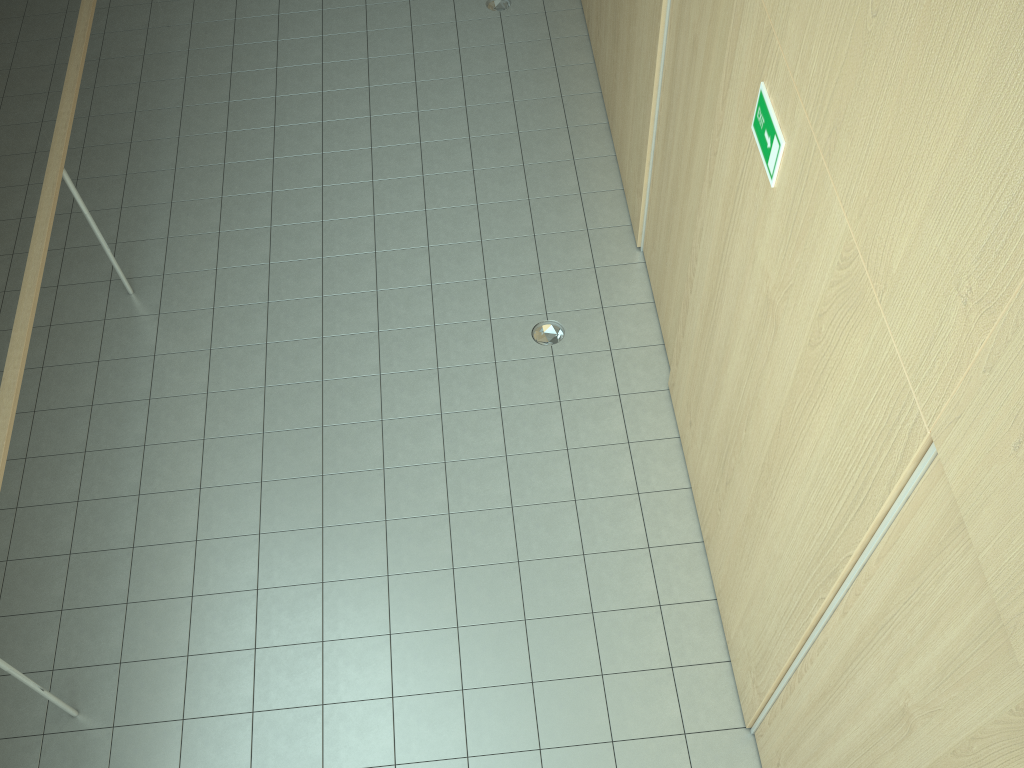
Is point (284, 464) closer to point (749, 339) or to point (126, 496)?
point (126, 496)

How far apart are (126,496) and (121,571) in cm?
44

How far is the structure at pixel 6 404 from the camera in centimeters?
374cm

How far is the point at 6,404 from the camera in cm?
374

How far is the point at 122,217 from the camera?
5.82m
